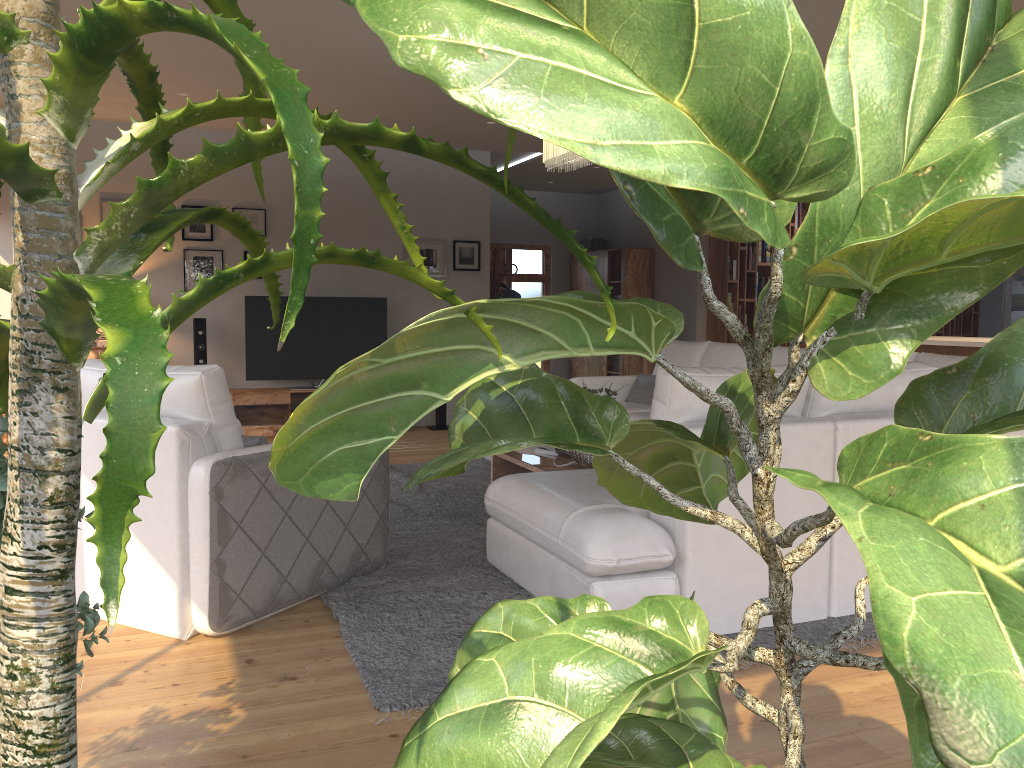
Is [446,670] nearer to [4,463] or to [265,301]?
[4,463]

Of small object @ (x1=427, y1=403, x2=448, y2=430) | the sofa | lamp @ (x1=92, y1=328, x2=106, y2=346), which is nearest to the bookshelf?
the sofa

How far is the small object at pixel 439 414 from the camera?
8.8m

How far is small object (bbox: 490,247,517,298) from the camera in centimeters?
988cm

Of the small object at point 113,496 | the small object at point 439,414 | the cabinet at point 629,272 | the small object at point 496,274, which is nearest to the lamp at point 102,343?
the small object at point 439,414

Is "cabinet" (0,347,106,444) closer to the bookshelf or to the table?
the table

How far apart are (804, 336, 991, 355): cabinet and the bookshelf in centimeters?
274cm

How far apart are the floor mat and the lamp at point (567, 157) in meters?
2.0

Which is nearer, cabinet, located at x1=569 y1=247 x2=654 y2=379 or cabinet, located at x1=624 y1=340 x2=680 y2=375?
cabinet, located at x1=624 y1=340 x2=680 y2=375

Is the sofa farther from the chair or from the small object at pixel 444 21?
the small object at pixel 444 21
